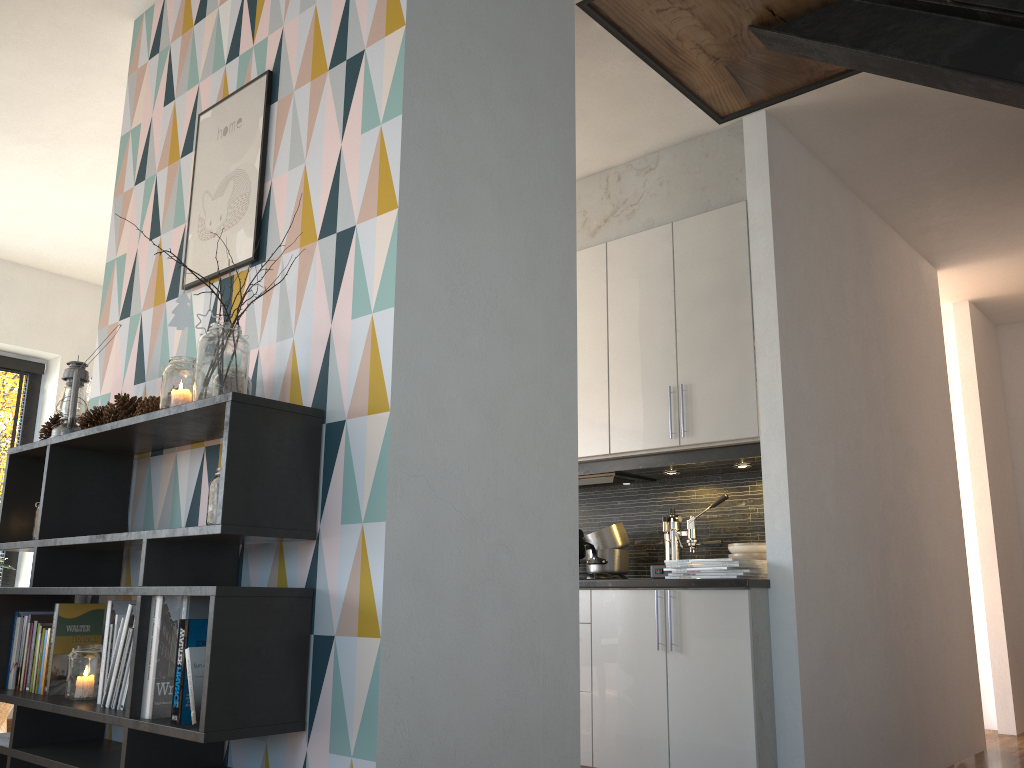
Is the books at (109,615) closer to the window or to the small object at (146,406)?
the small object at (146,406)

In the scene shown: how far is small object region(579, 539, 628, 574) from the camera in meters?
4.0

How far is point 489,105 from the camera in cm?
231

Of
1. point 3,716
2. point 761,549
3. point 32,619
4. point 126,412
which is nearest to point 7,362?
point 3,716

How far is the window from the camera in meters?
5.4 m

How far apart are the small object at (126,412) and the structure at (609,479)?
2.2 meters

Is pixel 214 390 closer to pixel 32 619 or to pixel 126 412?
pixel 126 412

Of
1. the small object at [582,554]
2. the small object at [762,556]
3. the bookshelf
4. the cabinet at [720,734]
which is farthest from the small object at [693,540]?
the bookshelf

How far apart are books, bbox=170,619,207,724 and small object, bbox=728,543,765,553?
2.4m

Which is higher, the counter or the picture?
the picture
